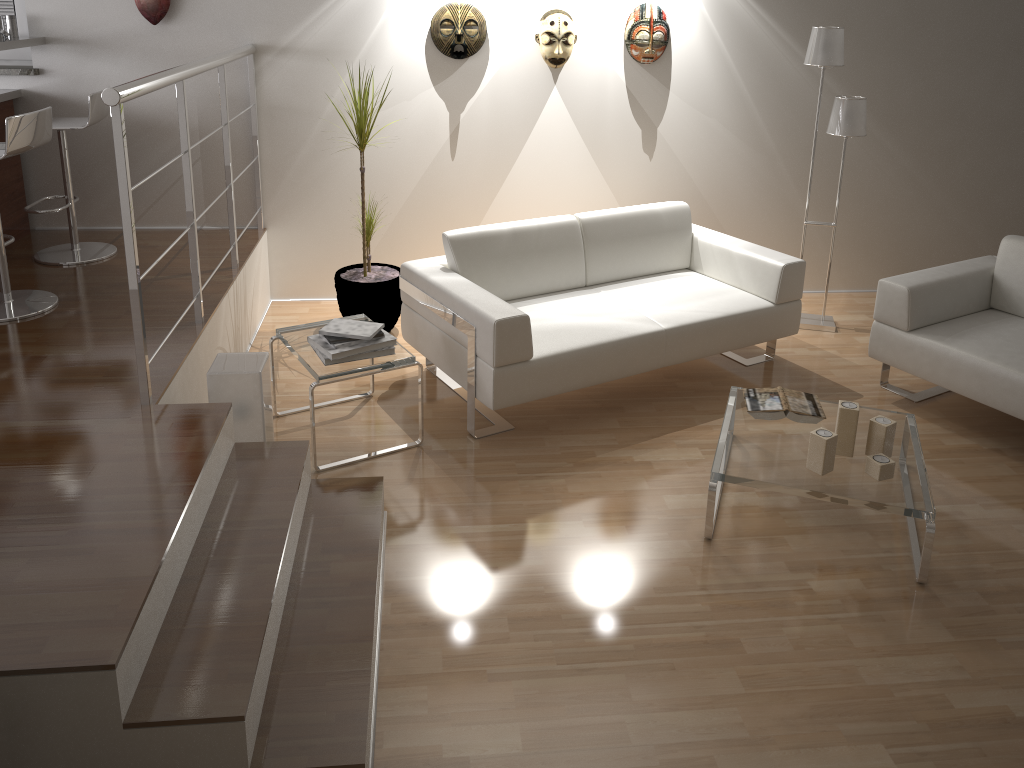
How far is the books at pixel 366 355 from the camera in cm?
347

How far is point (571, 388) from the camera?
3.73m

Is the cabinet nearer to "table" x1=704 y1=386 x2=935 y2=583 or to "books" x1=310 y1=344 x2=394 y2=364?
"books" x1=310 y1=344 x2=394 y2=364

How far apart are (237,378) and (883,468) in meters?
2.3 m

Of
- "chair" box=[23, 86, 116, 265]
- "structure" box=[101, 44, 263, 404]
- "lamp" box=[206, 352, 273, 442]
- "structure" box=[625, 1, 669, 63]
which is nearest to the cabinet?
"chair" box=[23, 86, 116, 265]

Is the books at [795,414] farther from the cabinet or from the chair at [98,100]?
the cabinet

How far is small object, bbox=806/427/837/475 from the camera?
3.0 meters

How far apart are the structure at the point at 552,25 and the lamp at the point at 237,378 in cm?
245

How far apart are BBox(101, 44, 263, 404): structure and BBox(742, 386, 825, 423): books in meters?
2.2

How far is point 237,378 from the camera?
3.15m
